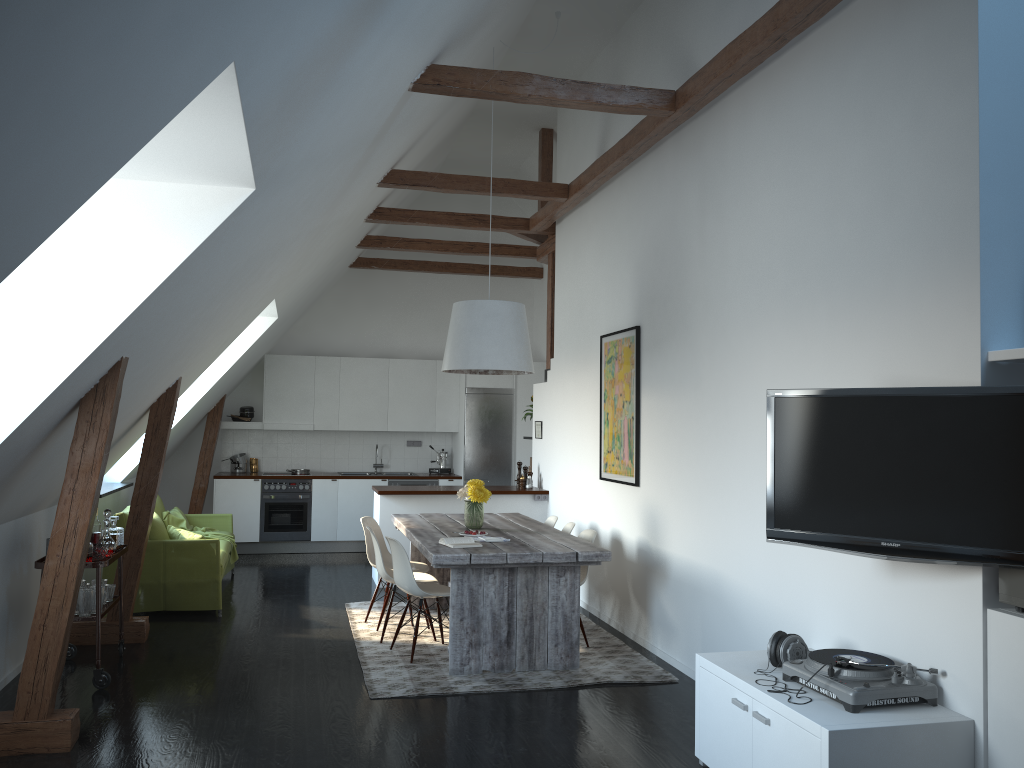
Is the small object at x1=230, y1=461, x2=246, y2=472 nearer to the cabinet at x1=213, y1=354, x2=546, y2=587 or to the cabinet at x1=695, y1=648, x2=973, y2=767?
the cabinet at x1=213, y1=354, x2=546, y2=587

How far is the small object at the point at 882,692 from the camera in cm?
334

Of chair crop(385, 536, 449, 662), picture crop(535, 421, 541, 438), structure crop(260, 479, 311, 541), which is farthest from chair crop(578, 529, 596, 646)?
structure crop(260, 479, 311, 541)

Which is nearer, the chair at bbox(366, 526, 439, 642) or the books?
the books

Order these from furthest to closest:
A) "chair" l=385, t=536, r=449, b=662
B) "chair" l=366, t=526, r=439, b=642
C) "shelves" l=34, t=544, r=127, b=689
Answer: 1. "chair" l=366, t=526, r=439, b=642
2. "chair" l=385, t=536, r=449, b=662
3. "shelves" l=34, t=544, r=127, b=689

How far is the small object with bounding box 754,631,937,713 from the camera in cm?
334

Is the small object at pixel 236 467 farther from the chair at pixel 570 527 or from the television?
the television

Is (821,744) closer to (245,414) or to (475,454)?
(475,454)

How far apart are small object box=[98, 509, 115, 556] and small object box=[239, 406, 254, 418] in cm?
542

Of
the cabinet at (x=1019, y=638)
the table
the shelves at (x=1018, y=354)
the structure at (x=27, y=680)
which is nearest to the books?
the table
